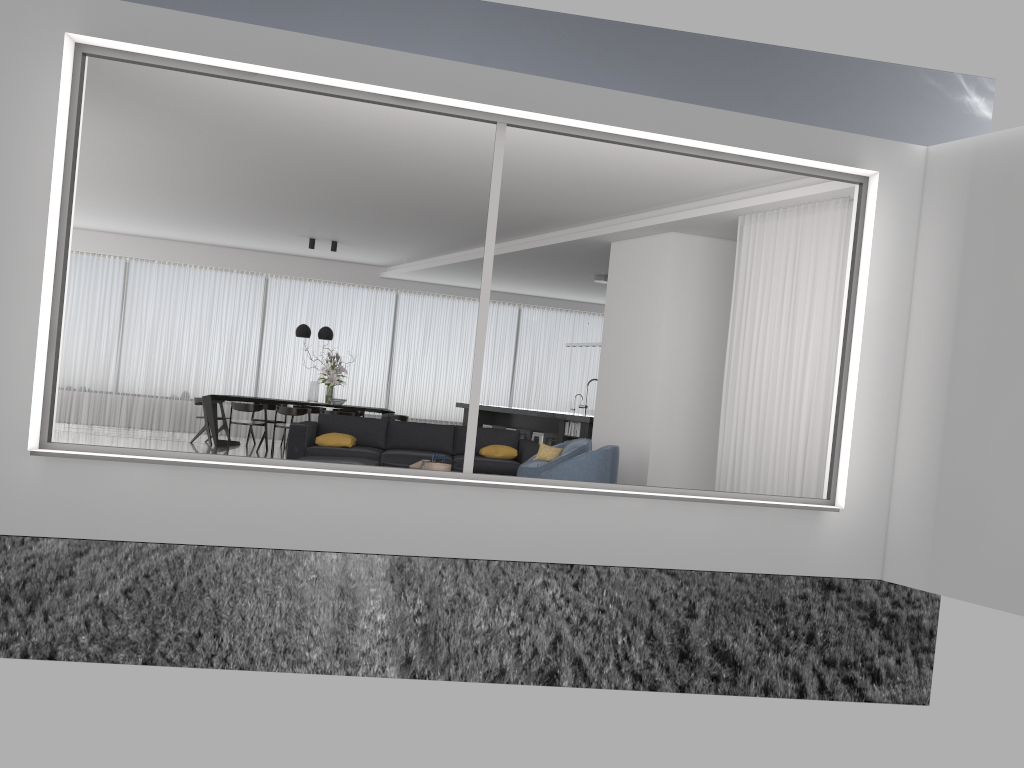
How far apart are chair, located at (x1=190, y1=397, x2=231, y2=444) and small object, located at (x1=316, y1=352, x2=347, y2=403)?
1.62m

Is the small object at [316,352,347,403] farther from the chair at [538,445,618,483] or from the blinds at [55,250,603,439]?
the chair at [538,445,618,483]

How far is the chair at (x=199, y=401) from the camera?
13.4 meters

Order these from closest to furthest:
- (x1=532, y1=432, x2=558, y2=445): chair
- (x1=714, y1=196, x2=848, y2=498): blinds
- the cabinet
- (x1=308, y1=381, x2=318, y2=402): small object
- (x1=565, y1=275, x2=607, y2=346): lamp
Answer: (x1=714, y1=196, x2=848, y2=498): blinds, the cabinet, (x1=532, y1=432, x2=558, y2=445): chair, (x1=565, y1=275, x2=607, y2=346): lamp, (x1=308, y1=381, x2=318, y2=402): small object

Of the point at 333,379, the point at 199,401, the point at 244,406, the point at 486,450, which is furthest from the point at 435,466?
the point at 199,401

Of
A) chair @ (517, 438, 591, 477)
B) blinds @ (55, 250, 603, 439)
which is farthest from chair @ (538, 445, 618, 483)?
blinds @ (55, 250, 603, 439)

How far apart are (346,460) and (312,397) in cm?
595

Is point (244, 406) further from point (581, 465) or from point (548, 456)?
point (581, 465)

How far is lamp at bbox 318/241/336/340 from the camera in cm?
1362

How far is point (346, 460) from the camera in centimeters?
787cm
